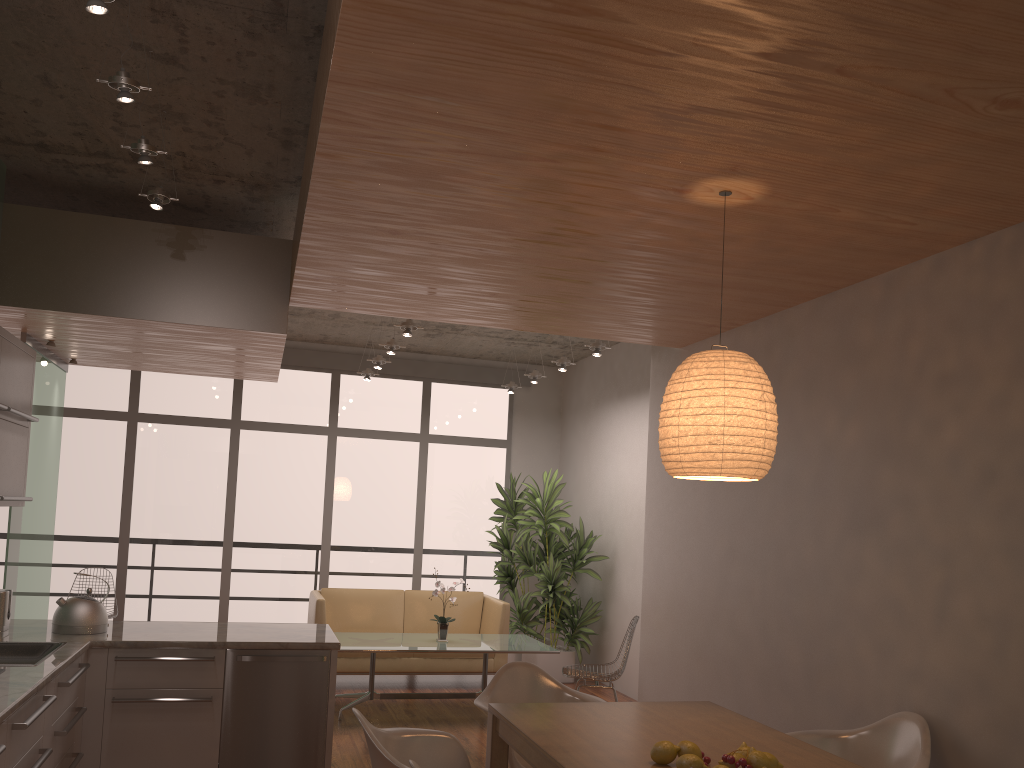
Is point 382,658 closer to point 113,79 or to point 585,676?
point 585,676

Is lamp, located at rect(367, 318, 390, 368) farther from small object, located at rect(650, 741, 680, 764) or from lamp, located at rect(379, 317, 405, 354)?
small object, located at rect(650, 741, 680, 764)

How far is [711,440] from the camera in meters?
2.9

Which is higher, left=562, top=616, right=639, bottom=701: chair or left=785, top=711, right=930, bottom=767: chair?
left=785, top=711, right=930, bottom=767: chair

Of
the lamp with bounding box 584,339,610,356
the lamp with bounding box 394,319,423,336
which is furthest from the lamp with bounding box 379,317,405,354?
the lamp with bounding box 584,339,610,356

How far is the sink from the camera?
4.0 meters

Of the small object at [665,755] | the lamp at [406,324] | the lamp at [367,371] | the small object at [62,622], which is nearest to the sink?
the small object at [62,622]

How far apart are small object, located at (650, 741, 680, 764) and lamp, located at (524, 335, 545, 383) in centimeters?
598cm

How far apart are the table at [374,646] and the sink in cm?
256

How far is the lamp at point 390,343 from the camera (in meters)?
7.44
